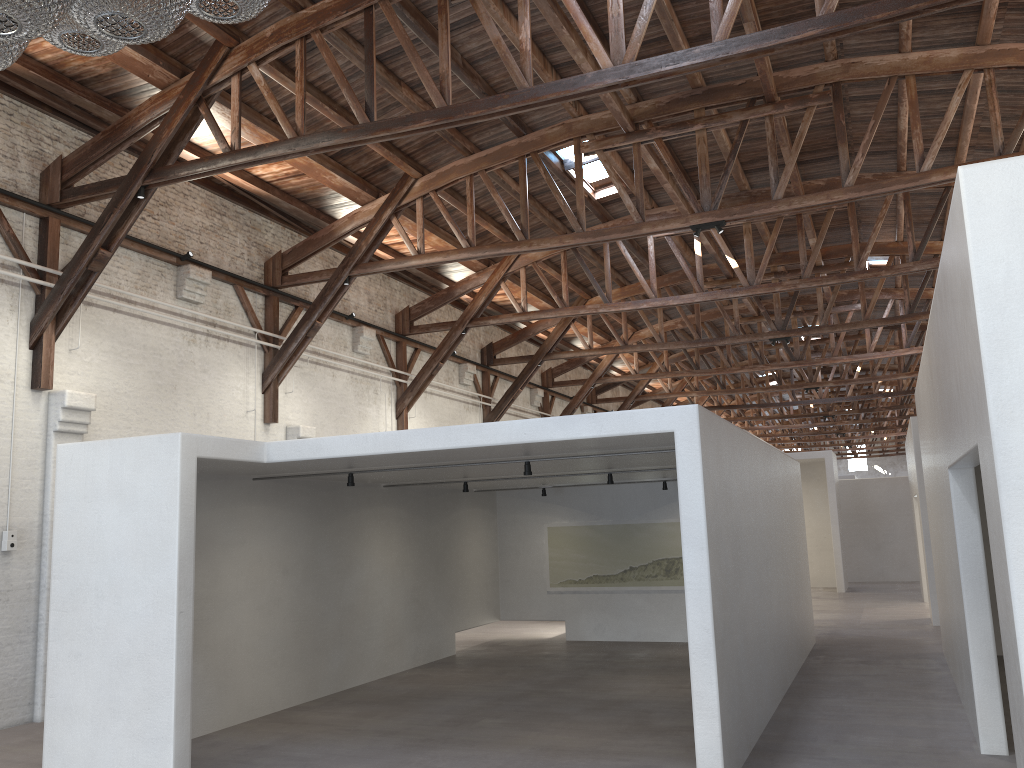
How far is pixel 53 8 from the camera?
1.8m

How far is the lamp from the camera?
1.8 meters

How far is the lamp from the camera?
1.8 meters

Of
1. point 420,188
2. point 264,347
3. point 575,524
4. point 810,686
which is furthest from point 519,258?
point 810,686
